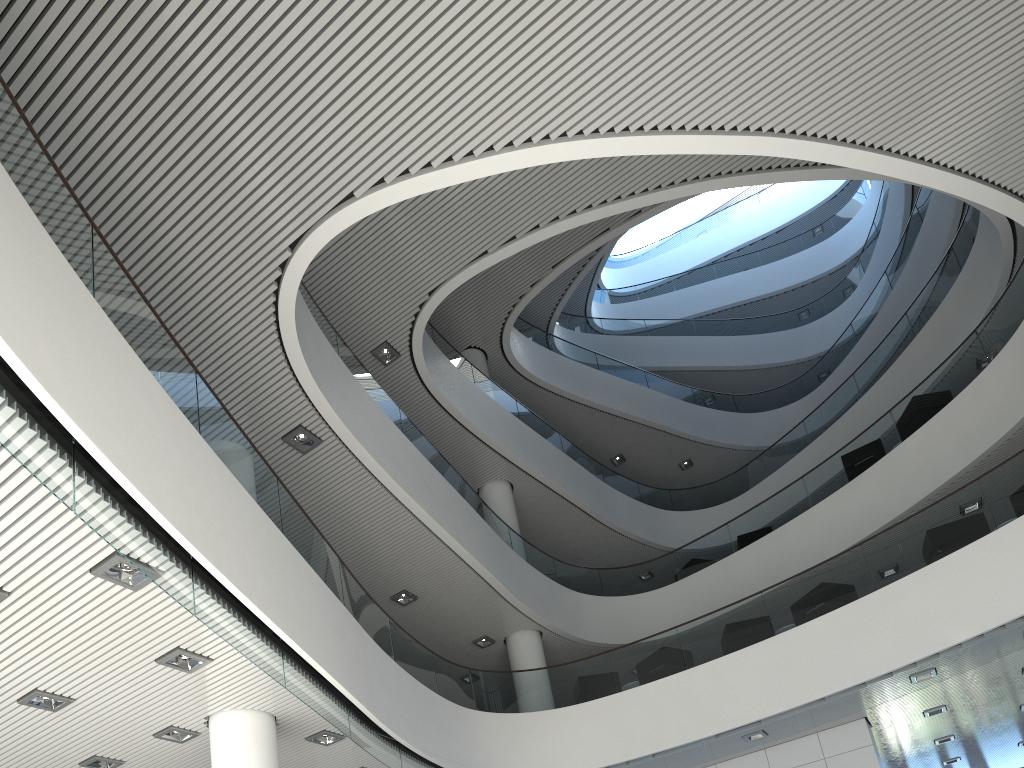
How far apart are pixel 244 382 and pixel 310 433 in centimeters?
71cm

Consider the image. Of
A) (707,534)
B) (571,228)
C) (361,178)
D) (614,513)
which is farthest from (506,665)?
(361,178)
